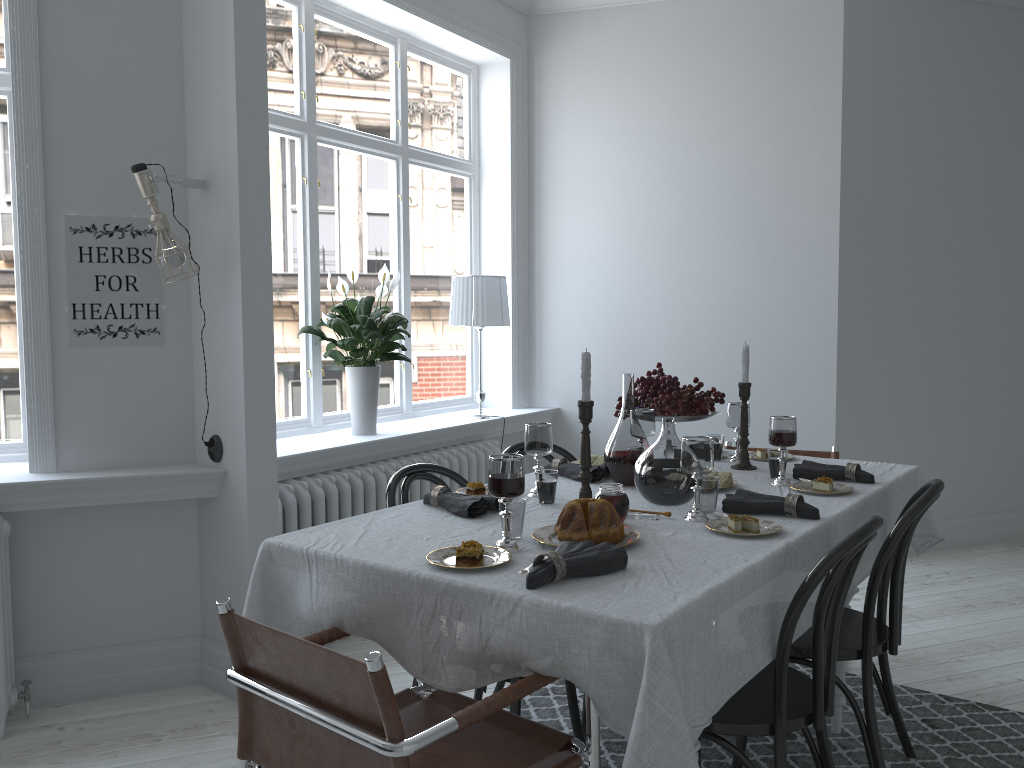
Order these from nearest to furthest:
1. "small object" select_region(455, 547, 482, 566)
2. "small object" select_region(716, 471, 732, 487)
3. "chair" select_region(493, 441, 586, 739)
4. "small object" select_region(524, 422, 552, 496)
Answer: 1. "small object" select_region(455, 547, 482, 566)
2. "small object" select_region(524, 422, 552, 496)
3. "small object" select_region(716, 471, 732, 487)
4. "chair" select_region(493, 441, 586, 739)

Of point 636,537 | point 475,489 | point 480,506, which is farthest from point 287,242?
point 636,537

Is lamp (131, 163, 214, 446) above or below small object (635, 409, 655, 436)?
above

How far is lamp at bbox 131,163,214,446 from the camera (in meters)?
2.92

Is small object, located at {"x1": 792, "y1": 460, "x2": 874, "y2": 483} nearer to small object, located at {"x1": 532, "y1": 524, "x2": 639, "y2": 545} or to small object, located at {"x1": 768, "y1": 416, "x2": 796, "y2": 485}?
small object, located at {"x1": 768, "y1": 416, "x2": 796, "y2": 485}

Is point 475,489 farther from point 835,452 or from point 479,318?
point 479,318

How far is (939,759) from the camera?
2.72m

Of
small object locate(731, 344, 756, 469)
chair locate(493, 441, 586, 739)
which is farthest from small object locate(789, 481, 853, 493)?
chair locate(493, 441, 586, 739)

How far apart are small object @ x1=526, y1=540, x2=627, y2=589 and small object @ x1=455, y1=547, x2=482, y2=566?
0.15m

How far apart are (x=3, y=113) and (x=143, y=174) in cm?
86
